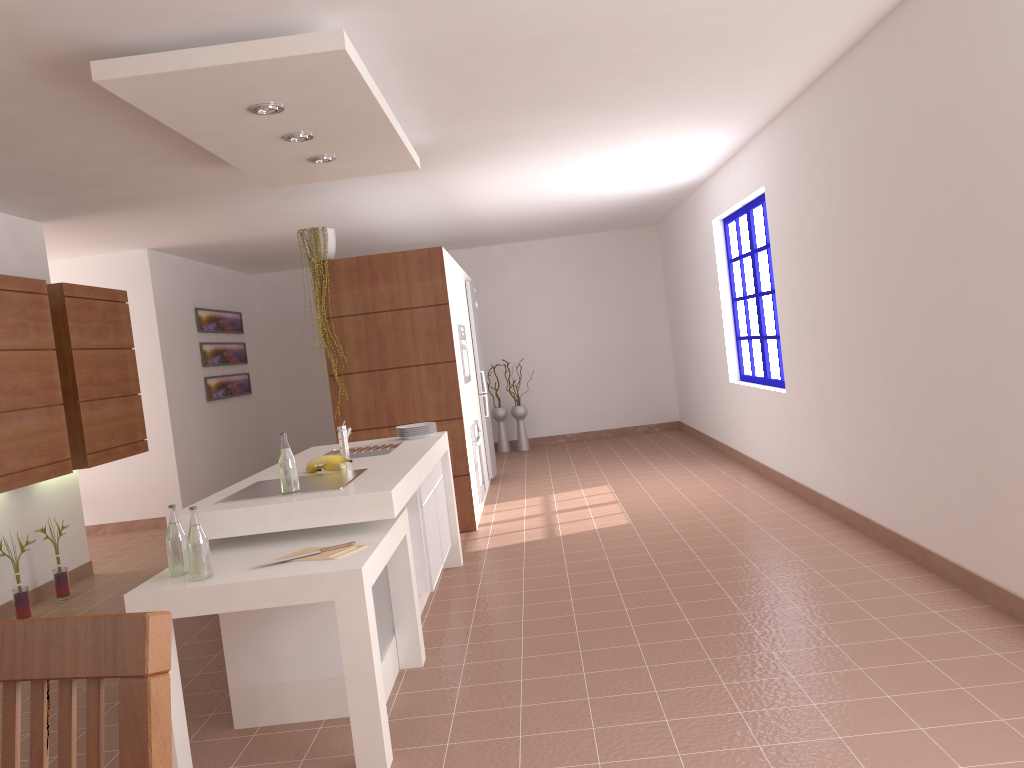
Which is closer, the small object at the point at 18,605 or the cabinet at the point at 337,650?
the cabinet at the point at 337,650

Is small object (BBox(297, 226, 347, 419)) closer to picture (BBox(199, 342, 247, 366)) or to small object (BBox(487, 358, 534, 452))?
picture (BBox(199, 342, 247, 366))

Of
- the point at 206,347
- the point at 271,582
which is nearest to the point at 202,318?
the point at 206,347

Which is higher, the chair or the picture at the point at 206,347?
the picture at the point at 206,347

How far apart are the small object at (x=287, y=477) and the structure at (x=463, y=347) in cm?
344

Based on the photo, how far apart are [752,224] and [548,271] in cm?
418

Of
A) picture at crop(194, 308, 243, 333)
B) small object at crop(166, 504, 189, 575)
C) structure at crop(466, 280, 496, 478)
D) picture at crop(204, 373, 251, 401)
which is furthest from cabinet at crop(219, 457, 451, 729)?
picture at crop(194, 308, 243, 333)

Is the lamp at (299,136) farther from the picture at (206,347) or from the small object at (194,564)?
the picture at (206,347)

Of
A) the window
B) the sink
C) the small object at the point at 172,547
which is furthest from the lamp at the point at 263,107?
the window

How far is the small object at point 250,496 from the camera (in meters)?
3.42
